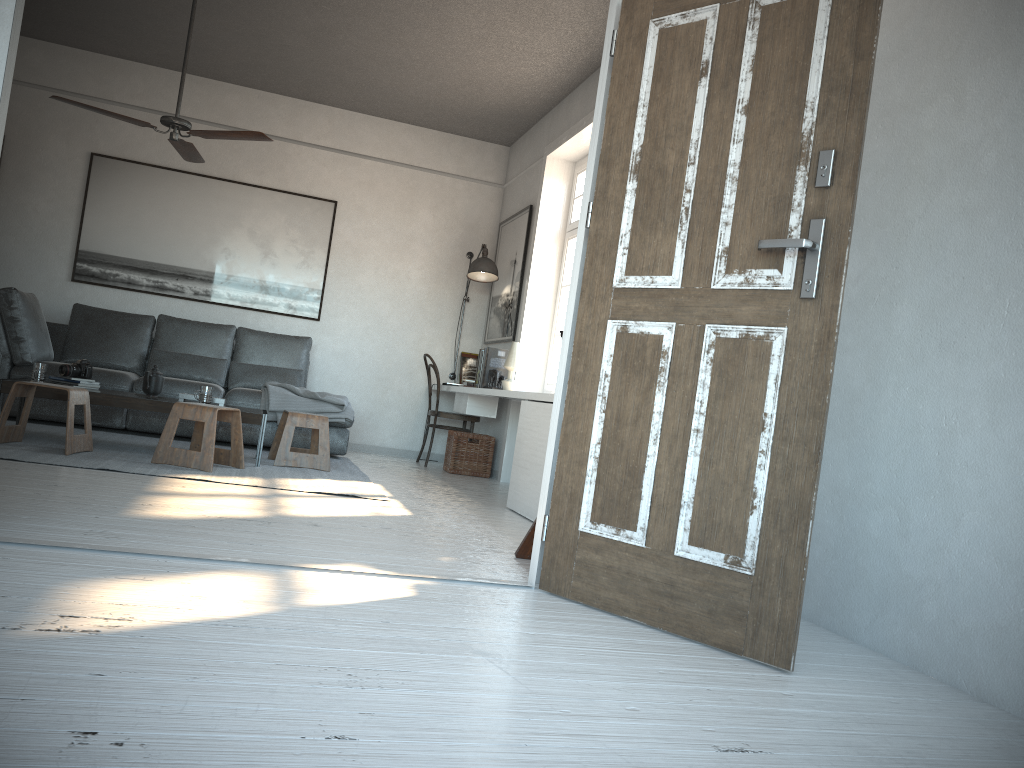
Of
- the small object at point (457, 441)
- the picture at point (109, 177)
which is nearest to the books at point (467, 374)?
the small object at point (457, 441)

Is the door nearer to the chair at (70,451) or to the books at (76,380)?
the chair at (70,451)

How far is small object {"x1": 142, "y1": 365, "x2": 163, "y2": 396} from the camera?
5.29m

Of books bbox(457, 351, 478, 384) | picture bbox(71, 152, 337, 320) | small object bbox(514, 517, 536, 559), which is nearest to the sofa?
picture bbox(71, 152, 337, 320)

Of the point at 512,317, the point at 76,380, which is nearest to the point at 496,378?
the point at 512,317

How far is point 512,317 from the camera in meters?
7.1 m

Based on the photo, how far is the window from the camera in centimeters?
662cm

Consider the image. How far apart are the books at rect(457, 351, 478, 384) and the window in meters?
1.2

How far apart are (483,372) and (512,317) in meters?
0.7

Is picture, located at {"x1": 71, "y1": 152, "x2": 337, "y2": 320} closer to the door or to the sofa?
the sofa
